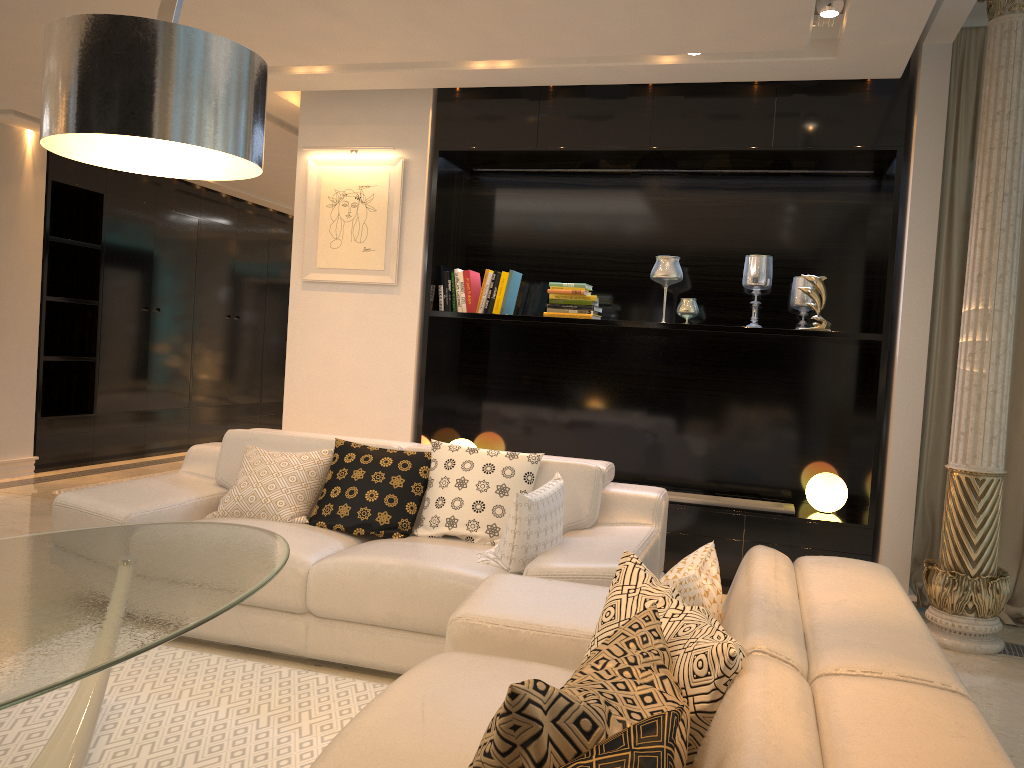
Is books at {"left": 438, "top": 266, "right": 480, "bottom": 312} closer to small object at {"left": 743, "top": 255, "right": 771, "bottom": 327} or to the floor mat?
small object at {"left": 743, "top": 255, "right": 771, "bottom": 327}

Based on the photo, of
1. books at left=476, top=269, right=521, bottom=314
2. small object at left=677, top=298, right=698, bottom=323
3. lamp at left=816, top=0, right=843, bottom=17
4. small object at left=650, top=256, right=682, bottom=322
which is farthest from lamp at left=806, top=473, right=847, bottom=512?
lamp at left=816, top=0, right=843, bottom=17

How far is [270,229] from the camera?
10.0 meters

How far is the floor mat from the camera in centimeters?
248cm

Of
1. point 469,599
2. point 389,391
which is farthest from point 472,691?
point 389,391

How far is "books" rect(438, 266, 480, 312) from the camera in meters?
5.1 m

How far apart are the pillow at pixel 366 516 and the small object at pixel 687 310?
1.8 meters

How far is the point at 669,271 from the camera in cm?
489

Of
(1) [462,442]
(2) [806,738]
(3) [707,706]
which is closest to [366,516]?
(1) [462,442]

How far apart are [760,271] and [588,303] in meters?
1.0
